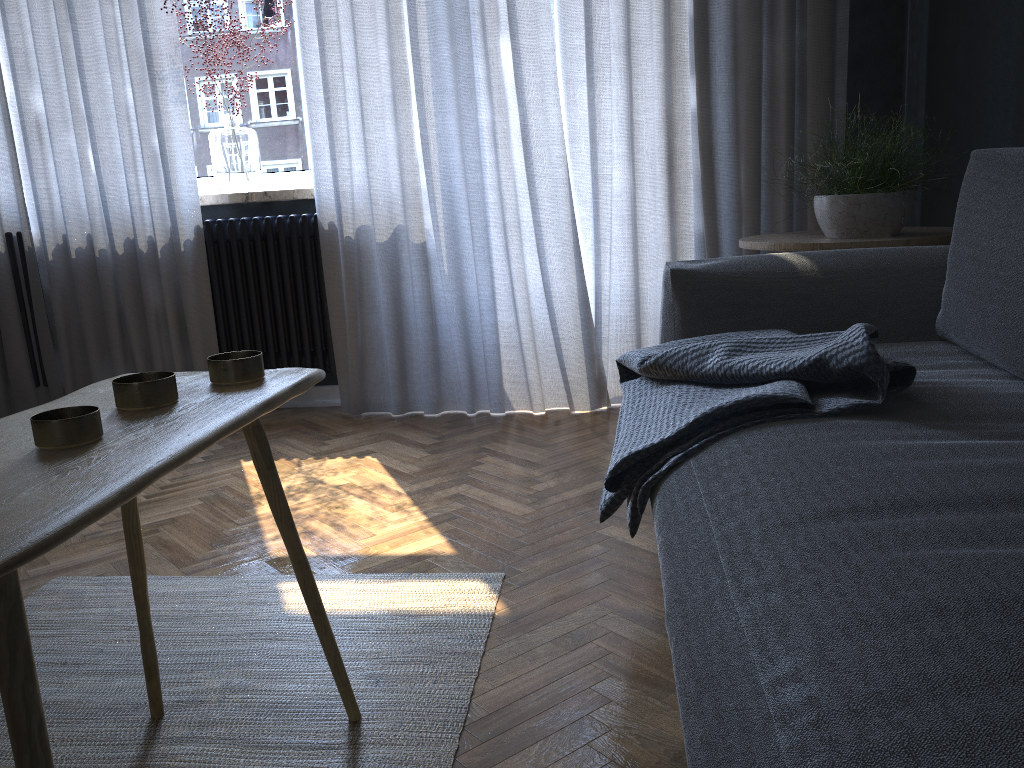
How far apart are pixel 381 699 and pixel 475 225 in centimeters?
197cm

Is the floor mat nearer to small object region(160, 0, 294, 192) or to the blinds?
the blinds

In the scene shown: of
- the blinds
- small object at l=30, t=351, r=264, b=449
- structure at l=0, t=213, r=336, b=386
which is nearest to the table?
small object at l=30, t=351, r=264, b=449

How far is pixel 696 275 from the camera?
1.9m

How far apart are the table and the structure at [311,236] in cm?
204

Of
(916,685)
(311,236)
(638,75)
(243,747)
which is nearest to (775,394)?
(916,685)

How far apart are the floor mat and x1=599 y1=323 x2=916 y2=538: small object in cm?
31

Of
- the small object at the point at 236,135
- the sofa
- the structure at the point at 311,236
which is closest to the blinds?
the structure at the point at 311,236

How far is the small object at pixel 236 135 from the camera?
3.31m

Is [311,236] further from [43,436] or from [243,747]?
[43,436]
